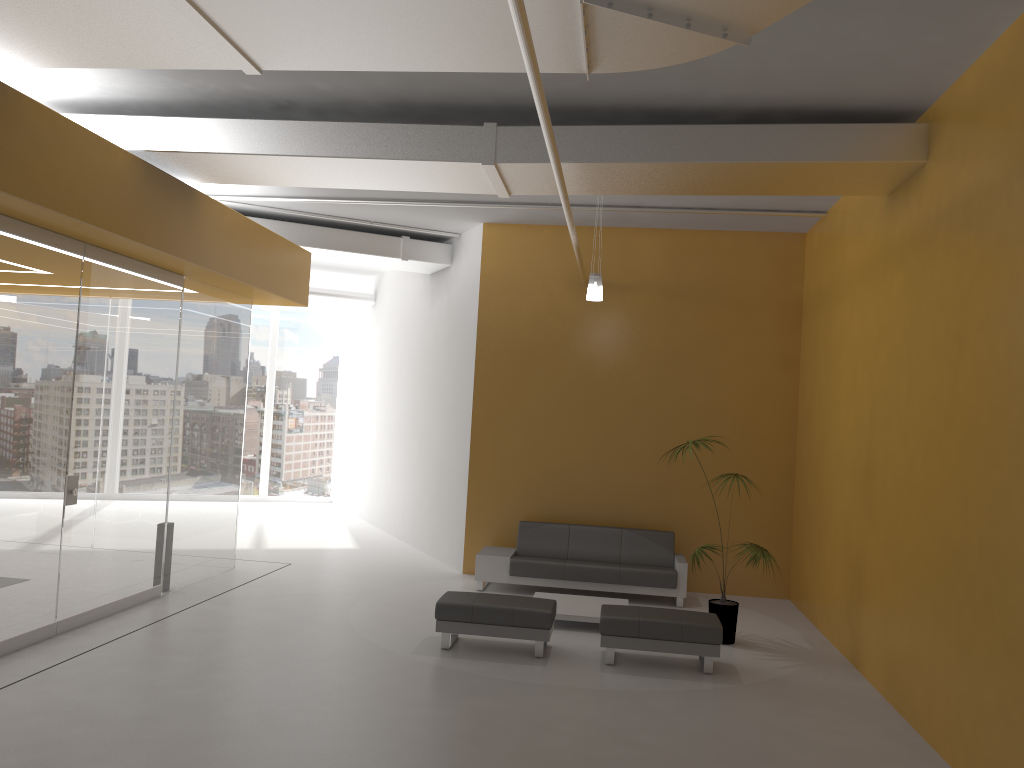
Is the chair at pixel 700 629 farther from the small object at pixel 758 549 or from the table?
the table

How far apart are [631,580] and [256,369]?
10.8m

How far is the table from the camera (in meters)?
8.56

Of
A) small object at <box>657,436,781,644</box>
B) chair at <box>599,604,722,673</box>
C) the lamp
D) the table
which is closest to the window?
the table

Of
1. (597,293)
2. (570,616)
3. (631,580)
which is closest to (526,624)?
(570,616)

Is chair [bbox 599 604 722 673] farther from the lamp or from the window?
the window

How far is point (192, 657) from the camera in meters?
7.0 m

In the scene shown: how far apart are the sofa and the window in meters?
8.7 m

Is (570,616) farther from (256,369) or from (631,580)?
(256,369)

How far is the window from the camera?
18.1m
